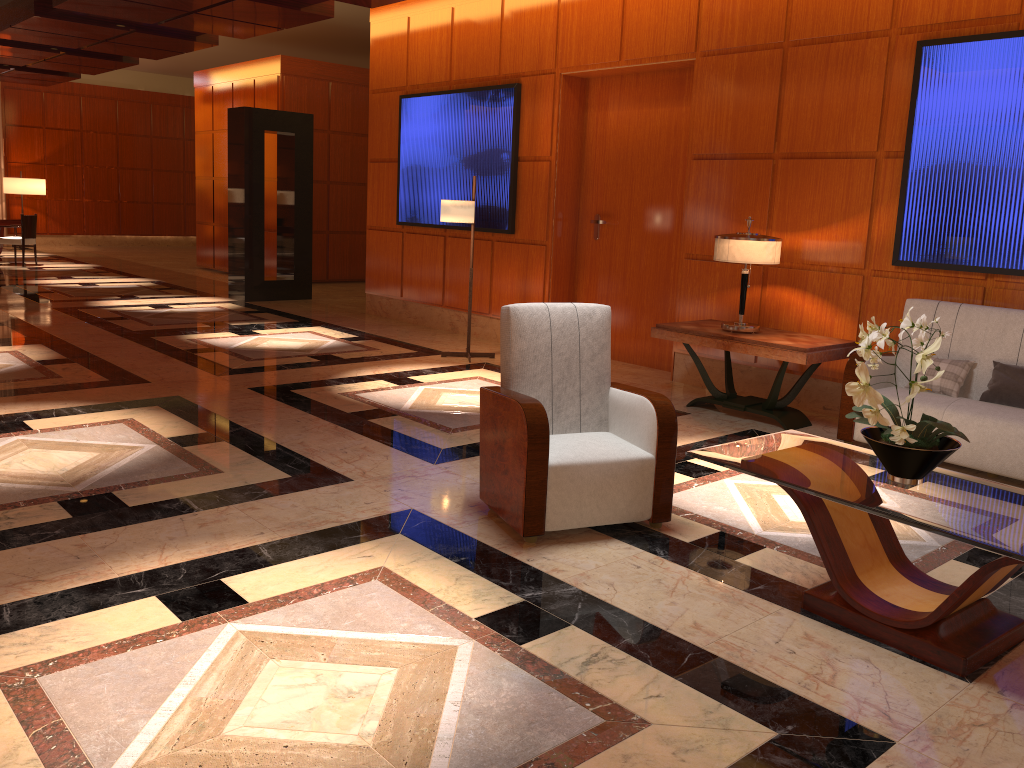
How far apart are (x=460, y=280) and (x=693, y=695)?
7.2m

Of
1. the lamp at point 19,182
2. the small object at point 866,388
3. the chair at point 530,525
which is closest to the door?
the chair at point 530,525

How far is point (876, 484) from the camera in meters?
3.2 m

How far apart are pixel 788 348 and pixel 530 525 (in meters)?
2.72

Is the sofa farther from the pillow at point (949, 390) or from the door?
the door

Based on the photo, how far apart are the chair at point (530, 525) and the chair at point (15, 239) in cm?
1382

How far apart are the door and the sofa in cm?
242

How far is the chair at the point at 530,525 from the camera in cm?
374

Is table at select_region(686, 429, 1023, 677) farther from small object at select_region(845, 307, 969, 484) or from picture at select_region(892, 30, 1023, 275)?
picture at select_region(892, 30, 1023, 275)

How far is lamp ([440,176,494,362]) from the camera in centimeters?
765cm
